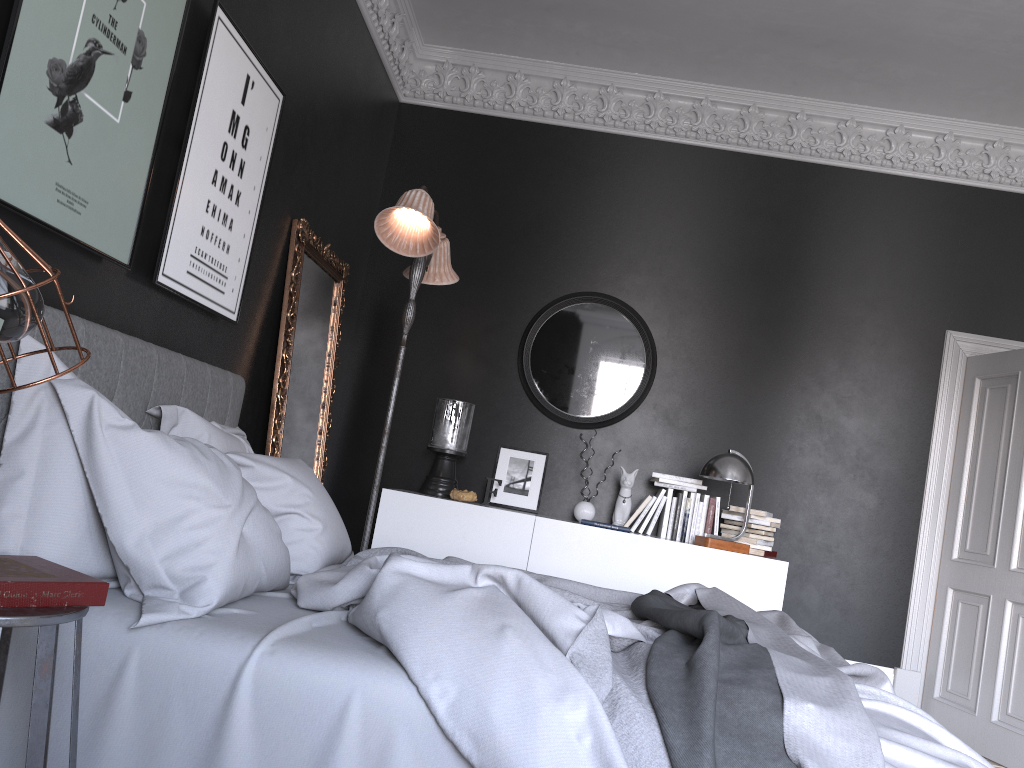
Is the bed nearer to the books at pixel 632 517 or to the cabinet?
the cabinet

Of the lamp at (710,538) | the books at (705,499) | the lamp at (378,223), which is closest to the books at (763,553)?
the lamp at (710,538)

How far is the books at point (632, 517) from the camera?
5.42m

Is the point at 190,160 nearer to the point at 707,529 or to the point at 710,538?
the point at 710,538

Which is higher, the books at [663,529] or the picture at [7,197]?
the picture at [7,197]

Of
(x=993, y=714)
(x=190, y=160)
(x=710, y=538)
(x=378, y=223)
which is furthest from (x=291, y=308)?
(x=993, y=714)

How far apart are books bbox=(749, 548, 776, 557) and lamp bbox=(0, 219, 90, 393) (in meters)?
4.63

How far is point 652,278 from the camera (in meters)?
5.97

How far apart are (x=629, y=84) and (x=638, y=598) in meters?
4.1 m

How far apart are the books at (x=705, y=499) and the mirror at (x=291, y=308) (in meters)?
2.33
